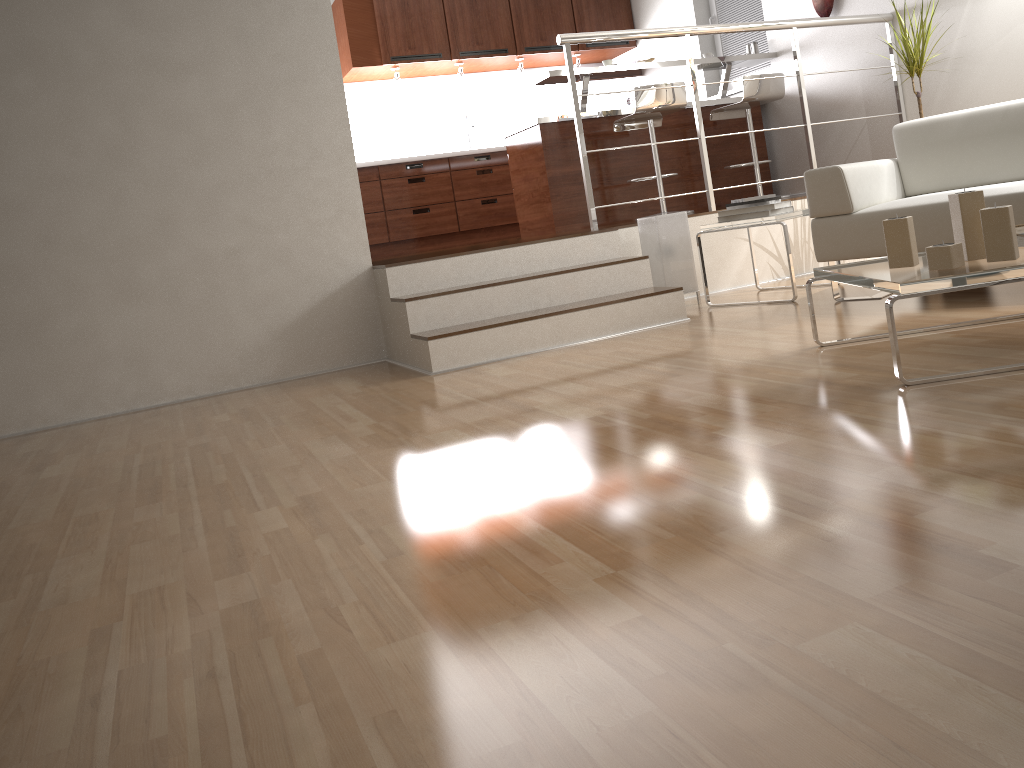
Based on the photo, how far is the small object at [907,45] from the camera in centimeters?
448cm

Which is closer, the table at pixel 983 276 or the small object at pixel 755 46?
the table at pixel 983 276

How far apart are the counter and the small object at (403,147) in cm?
156

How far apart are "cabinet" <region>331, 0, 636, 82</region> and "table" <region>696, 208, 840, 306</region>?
3.8 meters

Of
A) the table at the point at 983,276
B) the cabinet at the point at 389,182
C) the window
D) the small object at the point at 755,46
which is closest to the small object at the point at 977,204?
the table at the point at 983,276

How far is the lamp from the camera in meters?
4.3 m

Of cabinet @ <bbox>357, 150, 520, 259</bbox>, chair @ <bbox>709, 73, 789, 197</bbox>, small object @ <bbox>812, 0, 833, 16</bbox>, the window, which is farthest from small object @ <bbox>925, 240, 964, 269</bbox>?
cabinet @ <bbox>357, 150, 520, 259</bbox>

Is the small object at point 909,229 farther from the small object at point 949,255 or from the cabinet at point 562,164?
the cabinet at point 562,164

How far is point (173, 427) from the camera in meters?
3.2

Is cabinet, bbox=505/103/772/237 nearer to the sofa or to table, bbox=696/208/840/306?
table, bbox=696/208/840/306
